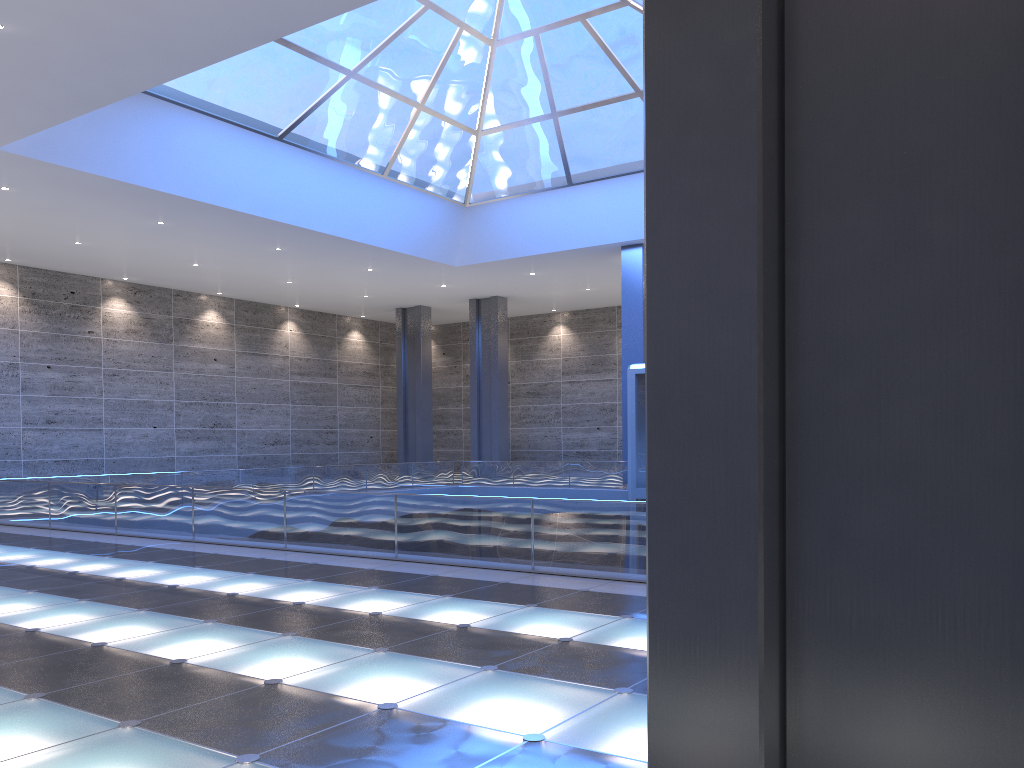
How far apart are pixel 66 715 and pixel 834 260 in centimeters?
580cm
